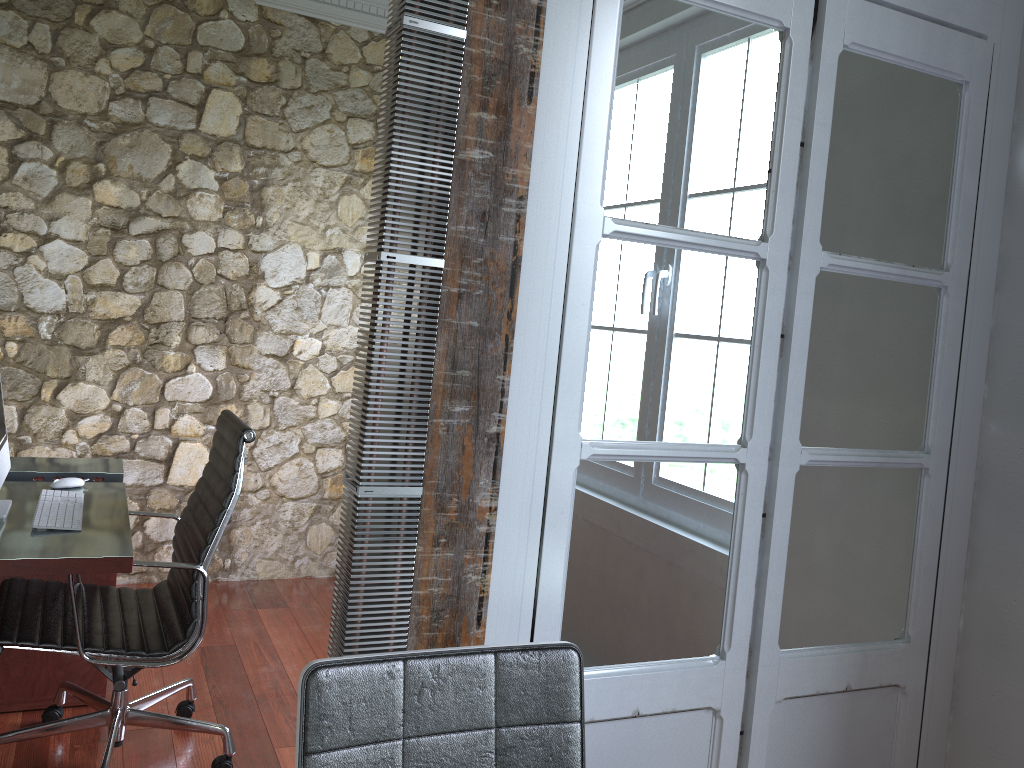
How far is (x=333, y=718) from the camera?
1.2m

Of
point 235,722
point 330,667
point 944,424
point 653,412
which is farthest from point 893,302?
point 235,722

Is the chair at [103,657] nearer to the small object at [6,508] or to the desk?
the desk

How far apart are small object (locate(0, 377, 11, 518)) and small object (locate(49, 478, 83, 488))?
0.2m

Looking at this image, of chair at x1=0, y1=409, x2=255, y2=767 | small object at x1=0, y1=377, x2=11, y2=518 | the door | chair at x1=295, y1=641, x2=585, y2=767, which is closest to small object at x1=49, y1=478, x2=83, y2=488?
small object at x1=0, y1=377, x2=11, y2=518

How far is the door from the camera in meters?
1.7

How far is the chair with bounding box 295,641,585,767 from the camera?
1.20m

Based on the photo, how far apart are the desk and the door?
1.1 meters

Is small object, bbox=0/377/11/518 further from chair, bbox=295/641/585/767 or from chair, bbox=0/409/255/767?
chair, bbox=295/641/585/767

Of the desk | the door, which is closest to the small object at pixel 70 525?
the desk
